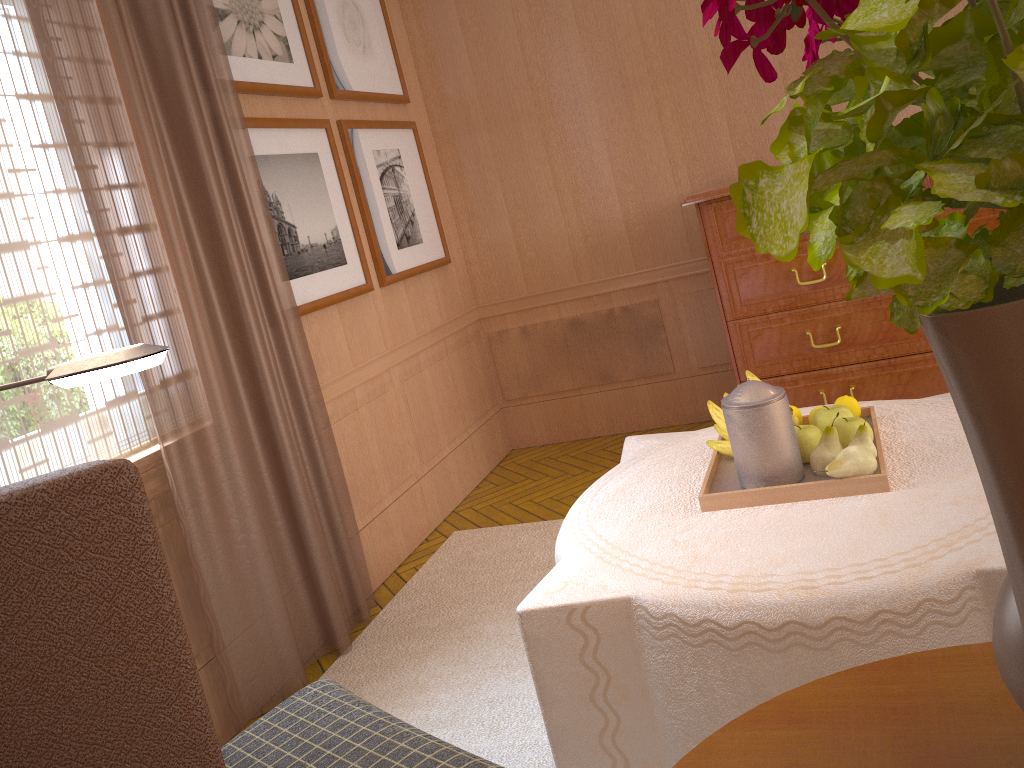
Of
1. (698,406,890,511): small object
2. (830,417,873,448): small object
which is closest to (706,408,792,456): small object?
(698,406,890,511): small object

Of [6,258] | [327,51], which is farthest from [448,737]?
[327,51]

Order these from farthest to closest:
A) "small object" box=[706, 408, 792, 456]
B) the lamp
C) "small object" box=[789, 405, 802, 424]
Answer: "small object" box=[789, 405, 802, 424] → "small object" box=[706, 408, 792, 456] → the lamp

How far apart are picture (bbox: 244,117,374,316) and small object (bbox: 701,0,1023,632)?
4.8 meters

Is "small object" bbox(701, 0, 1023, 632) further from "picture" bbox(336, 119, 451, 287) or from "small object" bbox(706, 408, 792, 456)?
"picture" bbox(336, 119, 451, 287)

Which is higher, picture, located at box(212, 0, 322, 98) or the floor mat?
picture, located at box(212, 0, 322, 98)

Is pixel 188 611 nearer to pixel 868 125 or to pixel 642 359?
pixel 868 125

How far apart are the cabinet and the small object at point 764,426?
2.7m

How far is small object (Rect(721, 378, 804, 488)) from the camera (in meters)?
3.16

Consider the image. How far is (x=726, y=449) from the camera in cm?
363
